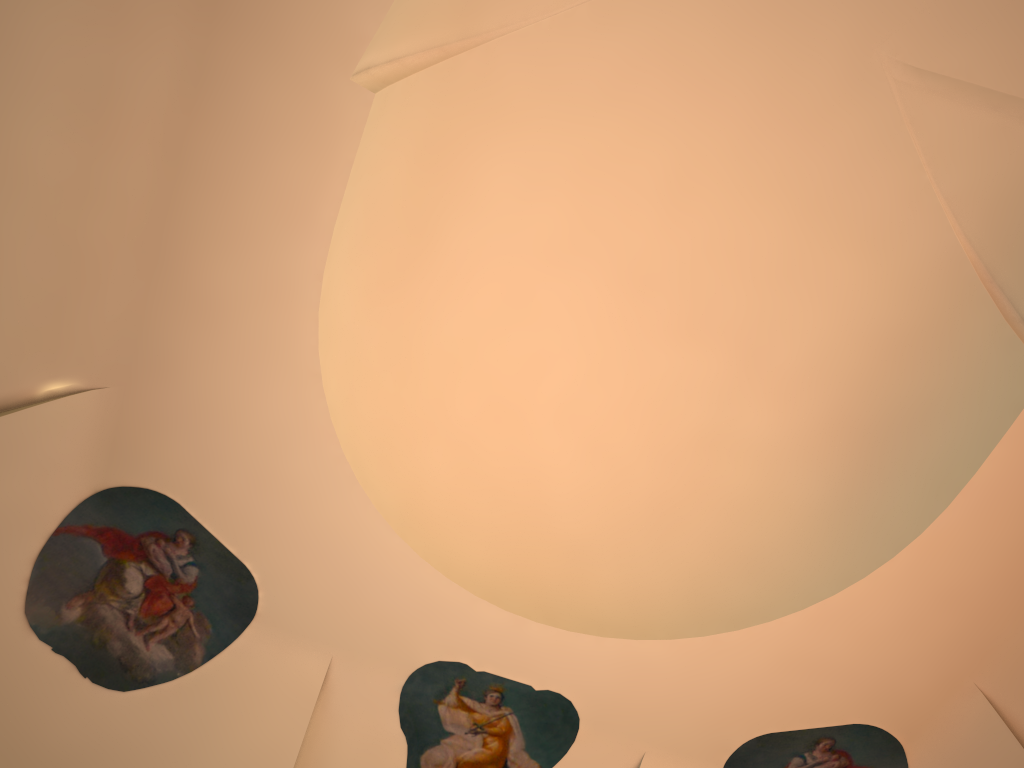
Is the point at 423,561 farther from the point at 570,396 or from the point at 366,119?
the point at 366,119

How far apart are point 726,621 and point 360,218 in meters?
4.0 m
